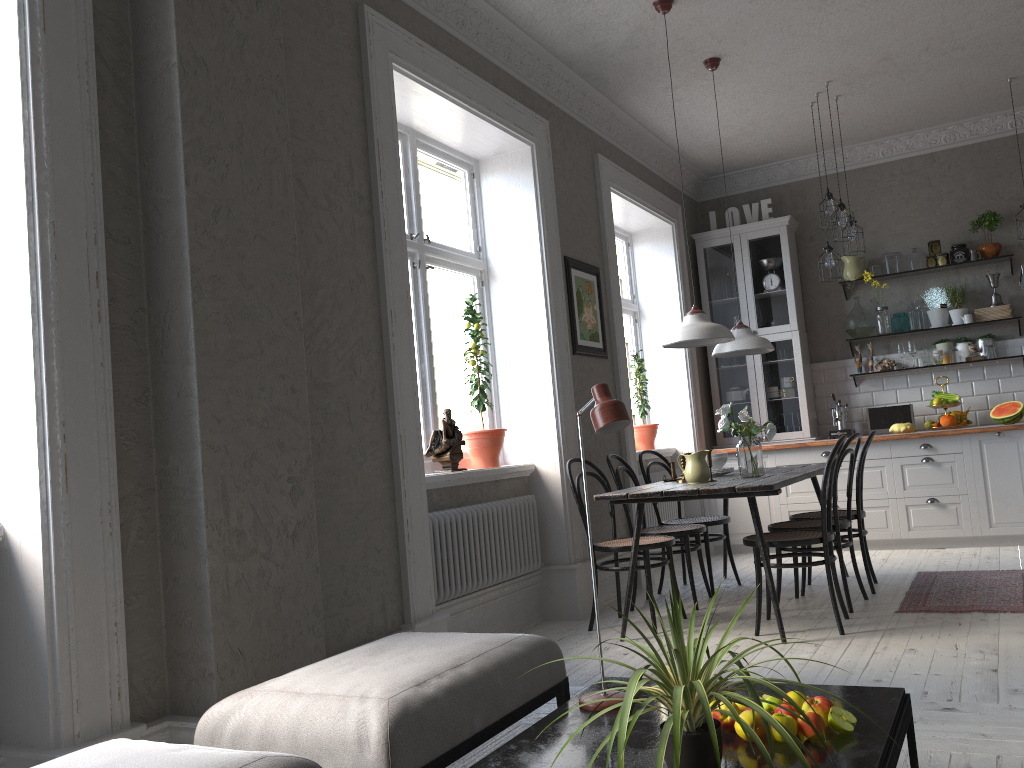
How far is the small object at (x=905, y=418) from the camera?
7.0m

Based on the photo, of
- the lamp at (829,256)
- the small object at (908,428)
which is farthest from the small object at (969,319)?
the lamp at (829,256)

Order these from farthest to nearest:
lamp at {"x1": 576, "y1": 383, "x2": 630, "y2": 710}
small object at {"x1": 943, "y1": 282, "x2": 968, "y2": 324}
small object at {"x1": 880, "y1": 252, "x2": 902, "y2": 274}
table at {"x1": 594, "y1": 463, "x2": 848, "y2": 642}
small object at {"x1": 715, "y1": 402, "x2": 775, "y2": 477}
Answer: small object at {"x1": 880, "y1": 252, "x2": 902, "y2": 274} → small object at {"x1": 943, "y1": 282, "x2": 968, "y2": 324} → small object at {"x1": 715, "y1": 402, "x2": 775, "y2": 477} → table at {"x1": 594, "y1": 463, "x2": 848, "y2": 642} → lamp at {"x1": 576, "y1": 383, "x2": 630, "y2": 710}

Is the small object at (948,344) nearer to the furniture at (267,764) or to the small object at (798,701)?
the small object at (798,701)

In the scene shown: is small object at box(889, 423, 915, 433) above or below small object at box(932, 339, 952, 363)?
below

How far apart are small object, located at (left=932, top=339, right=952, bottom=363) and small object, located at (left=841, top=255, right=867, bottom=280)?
0.8m

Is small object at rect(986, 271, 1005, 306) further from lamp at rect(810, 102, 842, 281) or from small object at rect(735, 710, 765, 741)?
small object at rect(735, 710, 765, 741)

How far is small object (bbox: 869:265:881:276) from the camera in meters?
7.3

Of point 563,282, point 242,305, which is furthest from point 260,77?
point 563,282

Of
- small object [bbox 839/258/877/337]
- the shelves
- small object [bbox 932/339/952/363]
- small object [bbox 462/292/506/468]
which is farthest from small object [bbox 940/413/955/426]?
small object [bbox 462/292/506/468]
